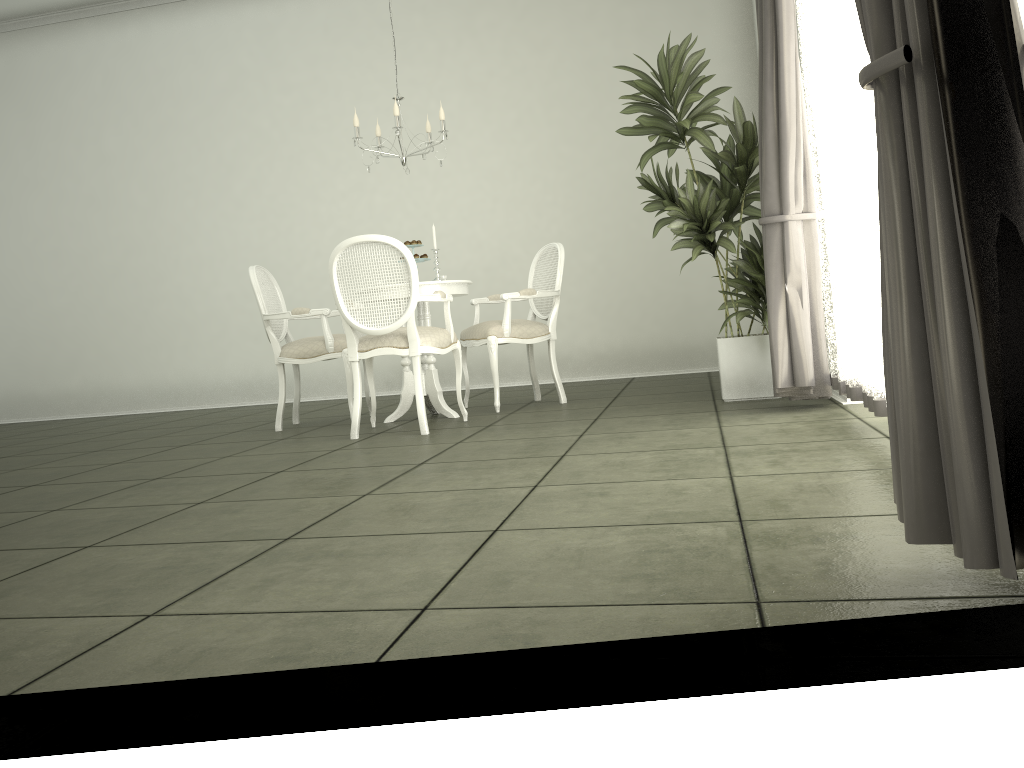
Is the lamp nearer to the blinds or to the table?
the table

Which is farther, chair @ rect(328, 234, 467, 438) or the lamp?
the lamp

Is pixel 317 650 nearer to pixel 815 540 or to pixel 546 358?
pixel 815 540

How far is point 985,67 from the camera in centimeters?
151cm

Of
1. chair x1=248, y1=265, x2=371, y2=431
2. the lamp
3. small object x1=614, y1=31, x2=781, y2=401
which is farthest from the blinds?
chair x1=248, y1=265, x2=371, y2=431

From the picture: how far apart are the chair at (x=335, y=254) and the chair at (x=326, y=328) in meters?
0.3

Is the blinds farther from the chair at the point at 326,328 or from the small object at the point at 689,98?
the chair at the point at 326,328

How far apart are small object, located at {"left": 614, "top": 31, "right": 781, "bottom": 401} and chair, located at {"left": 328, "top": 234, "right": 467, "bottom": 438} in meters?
1.3 m

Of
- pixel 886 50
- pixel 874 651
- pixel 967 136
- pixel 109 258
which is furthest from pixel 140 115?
pixel 874 651

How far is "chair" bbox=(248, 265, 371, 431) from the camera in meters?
5.4
